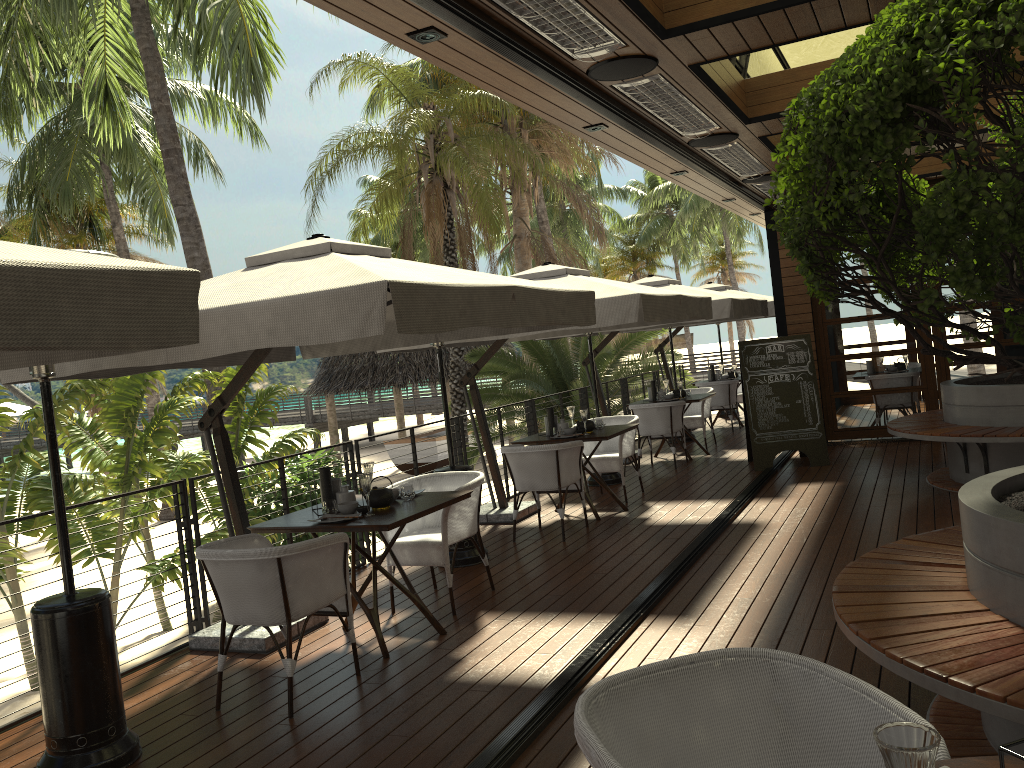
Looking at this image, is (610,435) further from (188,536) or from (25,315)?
(25,315)

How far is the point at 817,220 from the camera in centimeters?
256cm

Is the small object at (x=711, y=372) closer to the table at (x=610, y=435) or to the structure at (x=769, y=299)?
the structure at (x=769, y=299)

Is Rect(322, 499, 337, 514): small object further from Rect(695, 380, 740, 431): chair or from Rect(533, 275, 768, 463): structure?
Rect(695, 380, 740, 431): chair

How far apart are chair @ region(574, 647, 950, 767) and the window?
9.5m

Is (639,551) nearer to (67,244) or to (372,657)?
(372,657)

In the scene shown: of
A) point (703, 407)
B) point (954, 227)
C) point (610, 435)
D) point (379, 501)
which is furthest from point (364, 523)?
point (703, 407)

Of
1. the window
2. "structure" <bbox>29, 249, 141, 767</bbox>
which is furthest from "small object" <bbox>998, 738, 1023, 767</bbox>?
the window

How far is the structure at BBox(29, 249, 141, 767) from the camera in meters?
3.6 m

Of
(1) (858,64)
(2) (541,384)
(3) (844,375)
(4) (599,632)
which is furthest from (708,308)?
(2) (541,384)
